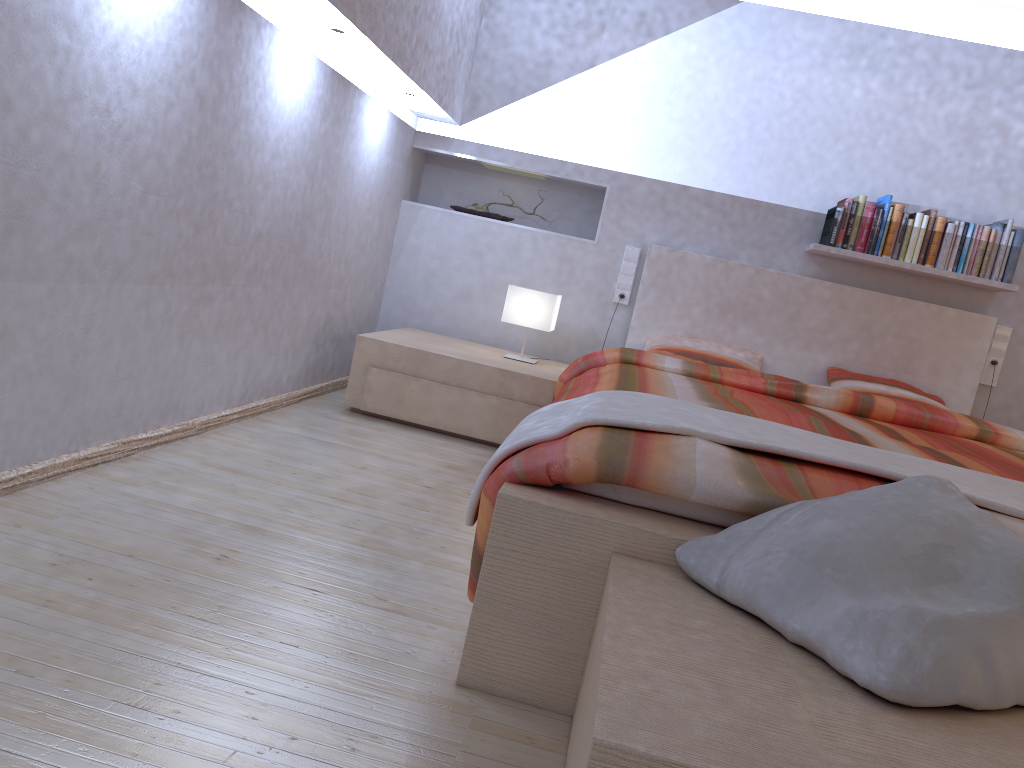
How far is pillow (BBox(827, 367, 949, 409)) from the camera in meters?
4.0 m

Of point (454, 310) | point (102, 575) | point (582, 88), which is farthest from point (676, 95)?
point (102, 575)

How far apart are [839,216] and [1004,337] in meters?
1.0

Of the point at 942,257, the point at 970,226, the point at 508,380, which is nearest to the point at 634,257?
the point at 508,380

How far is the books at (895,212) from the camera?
4.0 meters

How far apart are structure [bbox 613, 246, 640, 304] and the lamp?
0.5m

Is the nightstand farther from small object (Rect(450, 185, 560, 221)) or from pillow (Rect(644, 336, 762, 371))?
small object (Rect(450, 185, 560, 221))

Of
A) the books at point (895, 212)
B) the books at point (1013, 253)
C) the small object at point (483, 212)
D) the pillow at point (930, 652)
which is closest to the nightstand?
the small object at point (483, 212)

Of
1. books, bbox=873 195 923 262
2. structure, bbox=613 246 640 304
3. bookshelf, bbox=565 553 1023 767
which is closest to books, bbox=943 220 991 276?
books, bbox=873 195 923 262

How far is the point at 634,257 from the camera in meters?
4.4 m
